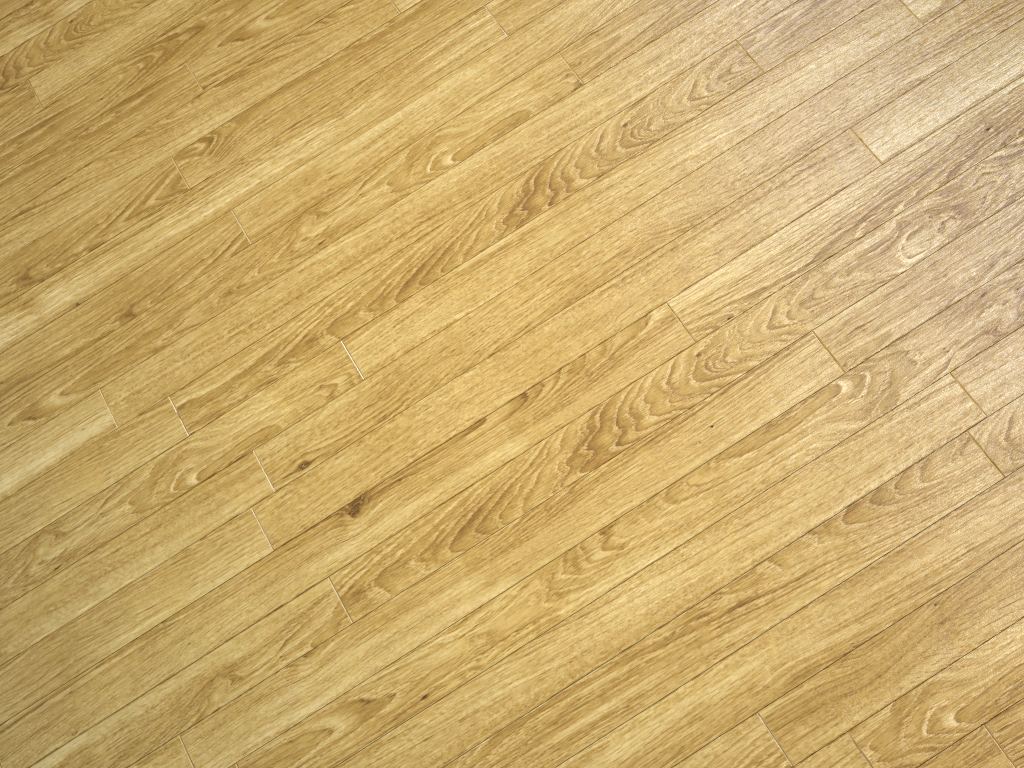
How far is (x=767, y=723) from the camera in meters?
1.2 m
